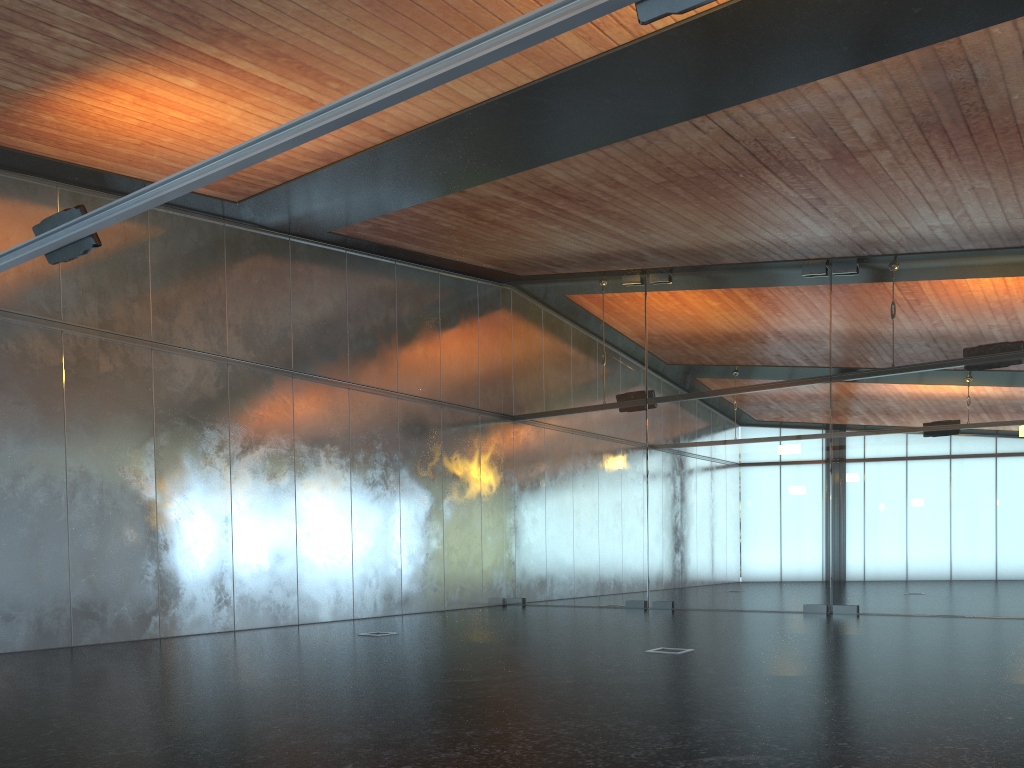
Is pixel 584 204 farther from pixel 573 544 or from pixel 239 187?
pixel 573 544
